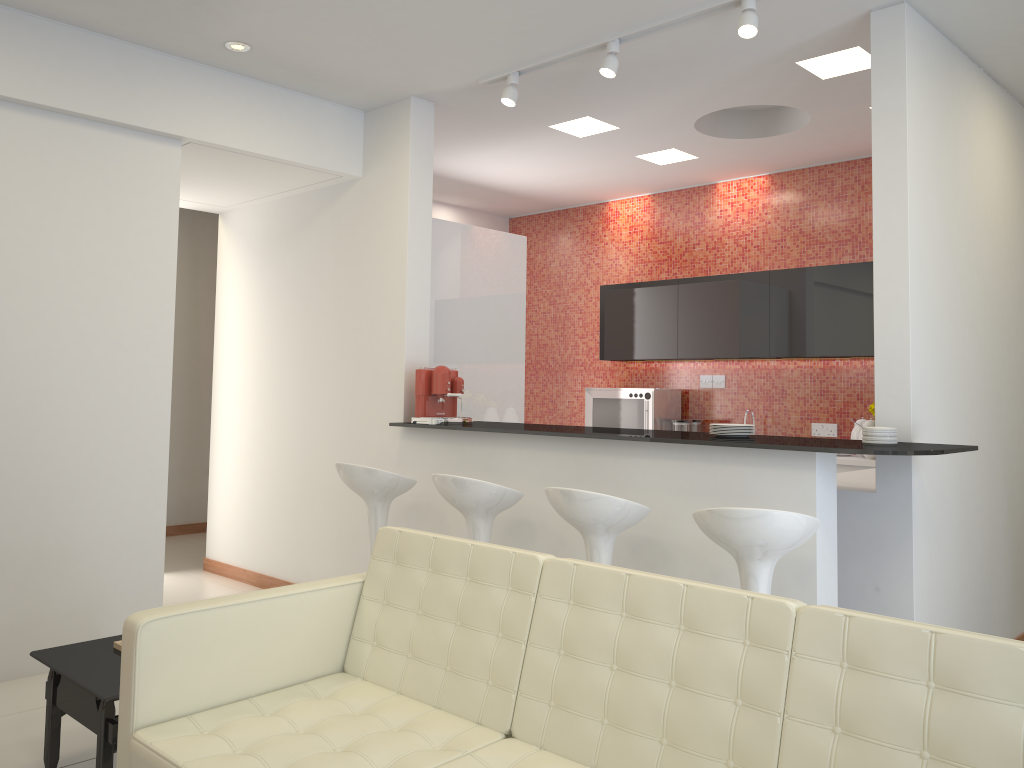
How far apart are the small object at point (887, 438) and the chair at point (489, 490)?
1.6 meters

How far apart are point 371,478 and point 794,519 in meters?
2.3 m

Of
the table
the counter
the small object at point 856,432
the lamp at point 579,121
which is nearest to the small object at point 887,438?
the counter

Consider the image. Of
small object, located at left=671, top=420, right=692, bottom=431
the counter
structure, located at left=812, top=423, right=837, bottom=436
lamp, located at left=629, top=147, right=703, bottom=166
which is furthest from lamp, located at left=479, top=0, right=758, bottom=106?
structure, located at left=812, top=423, right=837, bottom=436

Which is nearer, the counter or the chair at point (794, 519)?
the chair at point (794, 519)

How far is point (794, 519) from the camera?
3.1m

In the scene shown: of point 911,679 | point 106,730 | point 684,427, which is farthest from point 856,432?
point 106,730

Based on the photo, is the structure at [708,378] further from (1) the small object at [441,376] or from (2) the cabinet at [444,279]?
(1) the small object at [441,376]

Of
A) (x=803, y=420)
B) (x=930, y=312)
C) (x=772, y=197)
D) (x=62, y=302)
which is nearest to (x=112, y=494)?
(x=62, y=302)

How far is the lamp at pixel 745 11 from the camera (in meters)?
3.85
